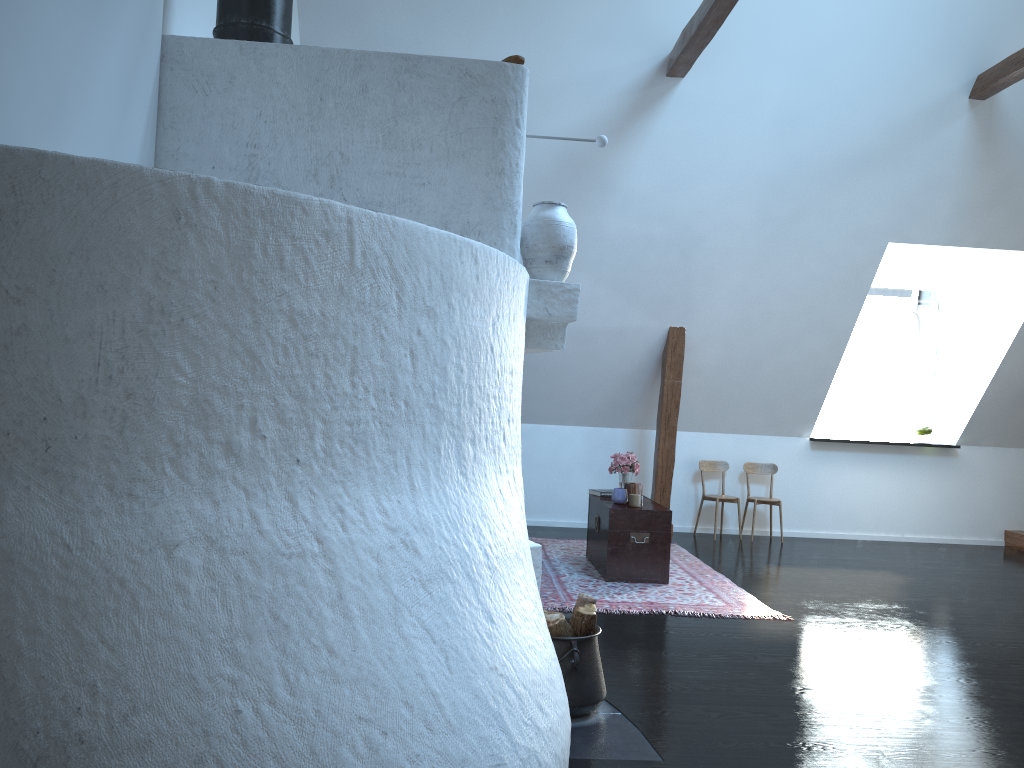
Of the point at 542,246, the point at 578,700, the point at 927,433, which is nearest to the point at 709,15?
the point at 542,246

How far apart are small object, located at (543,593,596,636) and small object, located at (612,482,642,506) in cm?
252

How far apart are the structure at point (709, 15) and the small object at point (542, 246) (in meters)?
2.68

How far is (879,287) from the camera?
8.8 meters

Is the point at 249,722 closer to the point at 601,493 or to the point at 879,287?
the point at 601,493

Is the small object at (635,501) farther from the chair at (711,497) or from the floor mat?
the chair at (711,497)

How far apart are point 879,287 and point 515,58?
6.70m

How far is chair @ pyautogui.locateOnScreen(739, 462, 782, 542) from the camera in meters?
8.0

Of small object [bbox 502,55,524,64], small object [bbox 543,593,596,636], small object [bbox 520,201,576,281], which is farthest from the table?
small object [bbox 502,55,524,64]

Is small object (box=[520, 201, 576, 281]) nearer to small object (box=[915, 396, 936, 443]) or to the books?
the books
